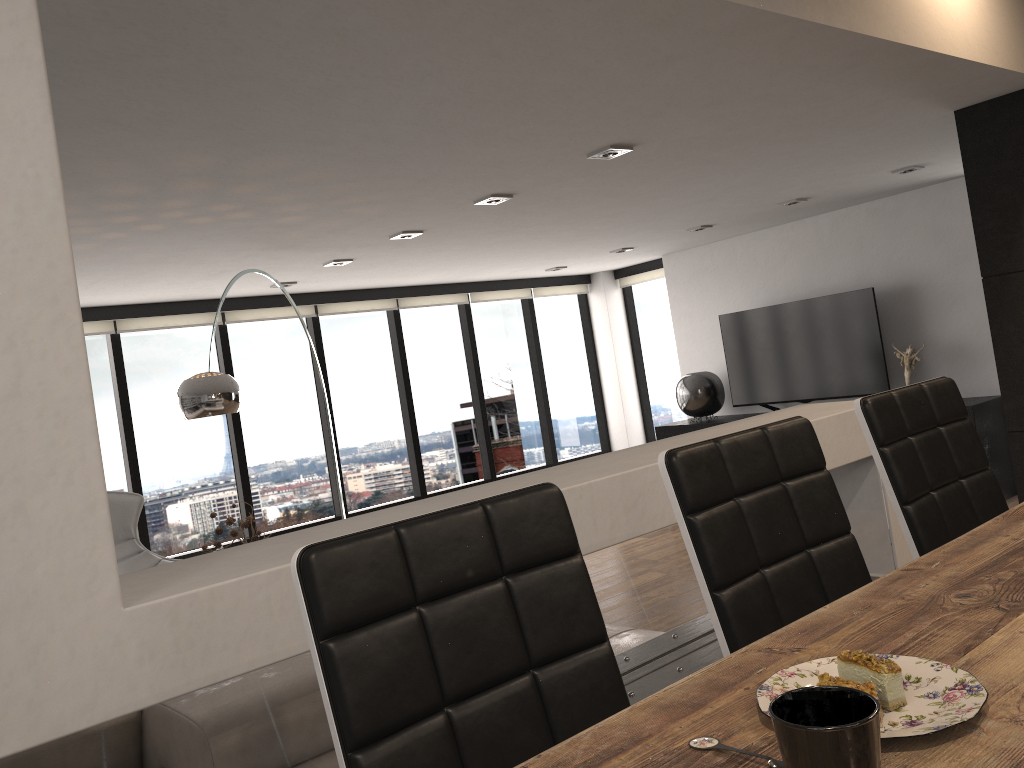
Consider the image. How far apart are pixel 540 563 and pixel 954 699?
0.6 meters

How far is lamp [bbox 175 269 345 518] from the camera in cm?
426

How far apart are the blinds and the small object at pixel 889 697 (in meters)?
6.76

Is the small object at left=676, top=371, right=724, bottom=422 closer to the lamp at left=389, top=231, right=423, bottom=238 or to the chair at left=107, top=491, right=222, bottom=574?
the lamp at left=389, top=231, right=423, bottom=238

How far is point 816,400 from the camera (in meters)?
7.64

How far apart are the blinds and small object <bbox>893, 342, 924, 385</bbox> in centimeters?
294cm

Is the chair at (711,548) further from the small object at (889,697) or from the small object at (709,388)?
the small object at (709,388)

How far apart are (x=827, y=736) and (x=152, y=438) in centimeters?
714cm

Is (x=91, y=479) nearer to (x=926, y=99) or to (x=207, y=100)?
(x=207, y=100)

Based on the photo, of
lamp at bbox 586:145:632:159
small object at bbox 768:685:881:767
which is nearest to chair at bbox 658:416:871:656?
small object at bbox 768:685:881:767
